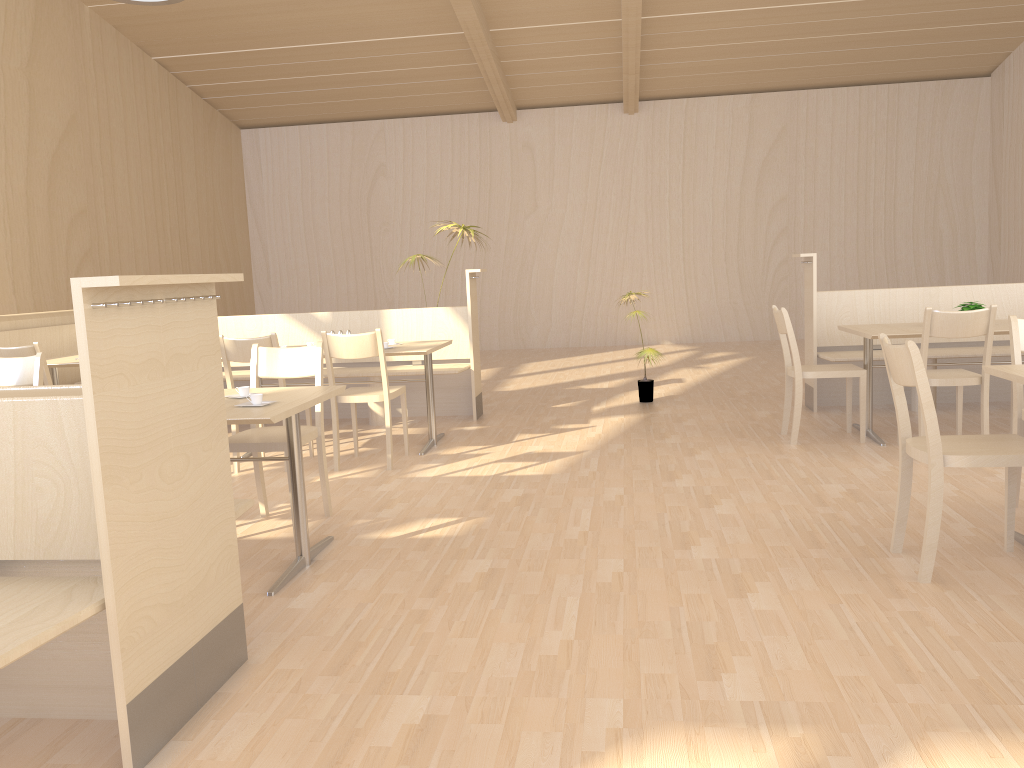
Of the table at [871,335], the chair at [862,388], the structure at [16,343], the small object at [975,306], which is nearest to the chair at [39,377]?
A: the structure at [16,343]

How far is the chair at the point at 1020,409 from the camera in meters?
3.6

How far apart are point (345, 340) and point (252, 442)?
1.28m

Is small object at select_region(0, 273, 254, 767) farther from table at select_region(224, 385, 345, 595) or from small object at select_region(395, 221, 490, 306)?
small object at select_region(395, 221, 490, 306)

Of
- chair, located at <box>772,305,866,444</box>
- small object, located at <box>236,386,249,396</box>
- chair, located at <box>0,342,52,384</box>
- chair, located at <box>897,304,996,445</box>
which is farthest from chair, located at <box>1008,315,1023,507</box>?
chair, located at <box>0,342,52,384</box>

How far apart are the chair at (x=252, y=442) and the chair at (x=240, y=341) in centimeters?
86cm

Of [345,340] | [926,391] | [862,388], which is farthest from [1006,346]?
[345,340]

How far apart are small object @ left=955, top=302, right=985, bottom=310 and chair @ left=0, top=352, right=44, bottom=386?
4.93m

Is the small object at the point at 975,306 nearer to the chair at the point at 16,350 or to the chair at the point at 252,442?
the chair at the point at 252,442

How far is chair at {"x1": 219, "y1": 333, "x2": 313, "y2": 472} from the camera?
4.9 meters
